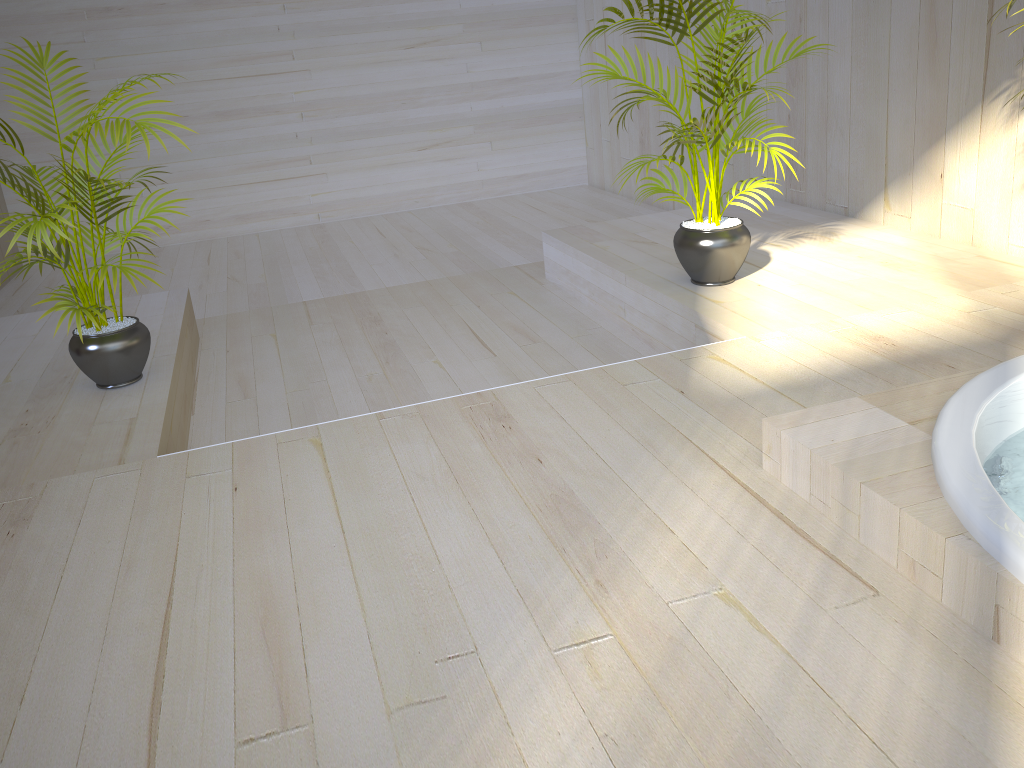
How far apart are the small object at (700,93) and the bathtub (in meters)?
1.25

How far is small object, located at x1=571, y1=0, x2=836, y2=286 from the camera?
3.2 meters

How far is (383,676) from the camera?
1.51m

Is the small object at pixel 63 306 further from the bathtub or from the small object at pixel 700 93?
the bathtub

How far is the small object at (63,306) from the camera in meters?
2.7 m

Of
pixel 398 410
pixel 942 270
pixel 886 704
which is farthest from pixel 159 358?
pixel 942 270

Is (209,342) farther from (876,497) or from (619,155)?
(619,155)

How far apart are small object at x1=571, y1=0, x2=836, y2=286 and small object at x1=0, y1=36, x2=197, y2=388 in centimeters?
160cm

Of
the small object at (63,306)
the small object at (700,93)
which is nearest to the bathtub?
the small object at (700,93)

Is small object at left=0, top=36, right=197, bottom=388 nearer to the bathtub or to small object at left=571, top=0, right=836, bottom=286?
small object at left=571, top=0, right=836, bottom=286
